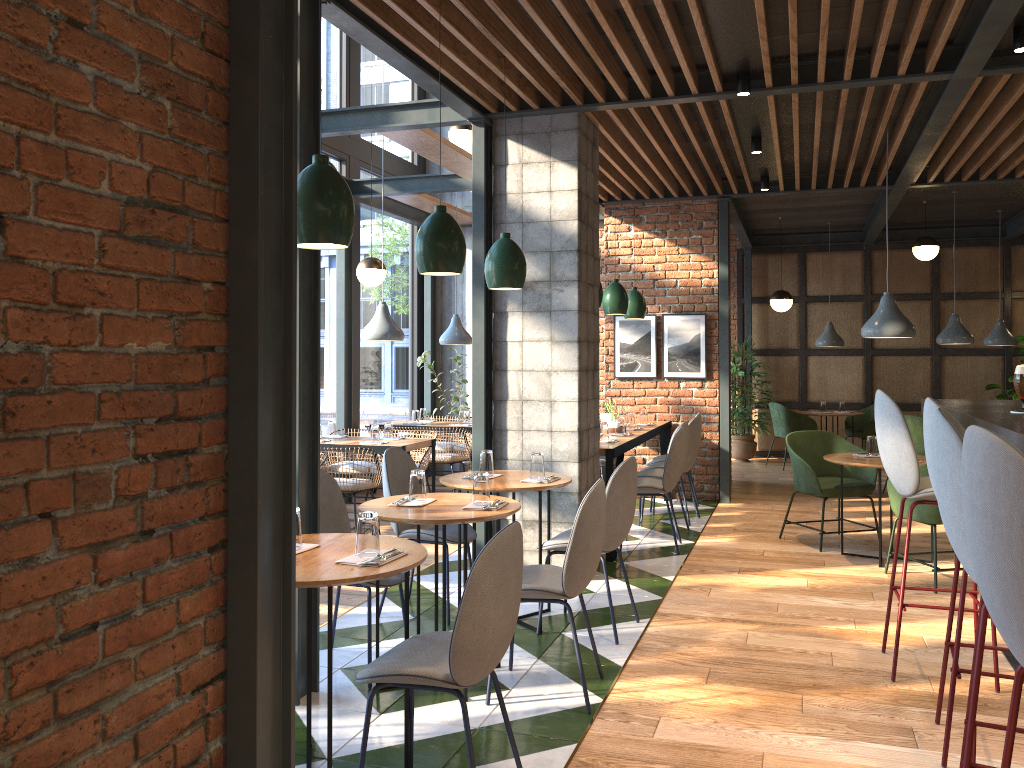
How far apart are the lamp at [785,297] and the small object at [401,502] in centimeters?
784cm

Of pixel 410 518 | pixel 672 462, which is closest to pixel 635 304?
pixel 672 462

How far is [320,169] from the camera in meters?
2.8 m

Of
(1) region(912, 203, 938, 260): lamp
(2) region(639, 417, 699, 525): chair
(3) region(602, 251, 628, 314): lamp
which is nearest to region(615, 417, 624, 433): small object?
(2) region(639, 417, 699, 525): chair

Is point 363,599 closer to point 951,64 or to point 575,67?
point 575,67

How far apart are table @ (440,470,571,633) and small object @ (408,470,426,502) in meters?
0.6 m

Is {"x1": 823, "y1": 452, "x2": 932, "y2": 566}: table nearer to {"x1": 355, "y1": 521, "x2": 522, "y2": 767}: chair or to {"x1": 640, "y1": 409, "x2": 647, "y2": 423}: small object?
{"x1": 640, "y1": 409, "x2": 647, "y2": 423}: small object

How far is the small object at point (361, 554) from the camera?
2.8m

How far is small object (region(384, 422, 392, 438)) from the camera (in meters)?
7.37

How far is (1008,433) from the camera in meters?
2.6
